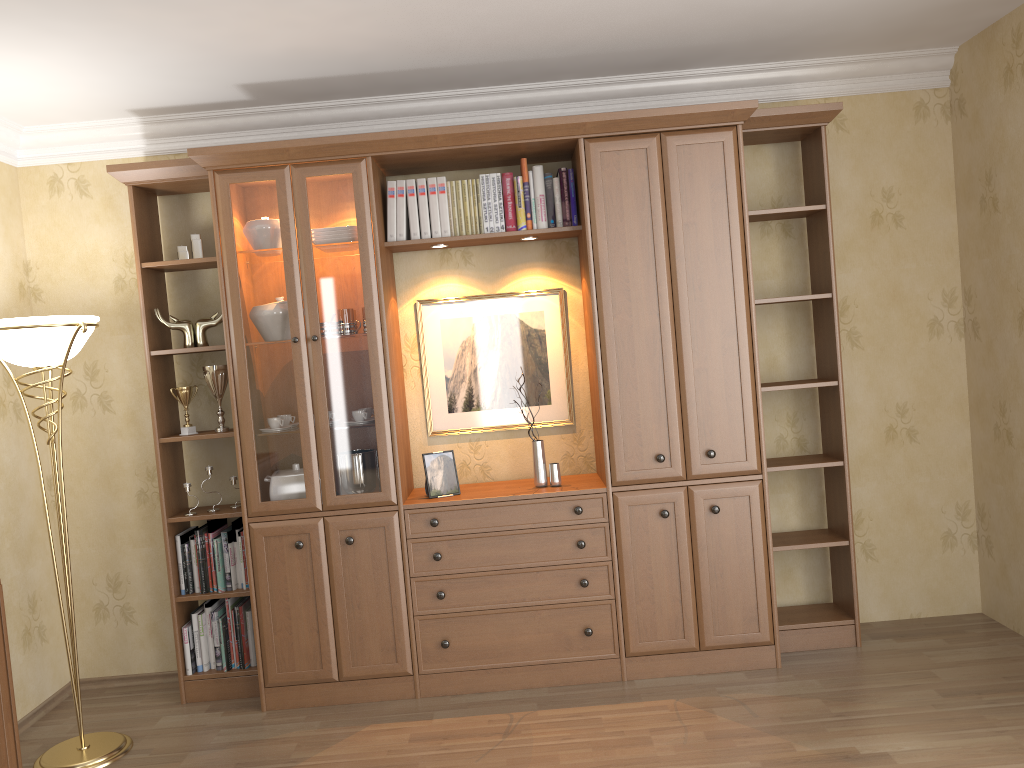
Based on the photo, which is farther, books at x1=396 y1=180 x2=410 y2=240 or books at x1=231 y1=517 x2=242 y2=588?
books at x1=231 y1=517 x2=242 y2=588

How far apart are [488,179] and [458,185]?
0.13m

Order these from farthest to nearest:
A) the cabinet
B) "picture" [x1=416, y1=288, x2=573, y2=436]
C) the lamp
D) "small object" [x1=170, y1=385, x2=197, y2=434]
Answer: "picture" [x1=416, y1=288, x2=573, y2=436], "small object" [x1=170, y1=385, x2=197, y2=434], the lamp, the cabinet

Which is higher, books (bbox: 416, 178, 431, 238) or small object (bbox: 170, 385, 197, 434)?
books (bbox: 416, 178, 431, 238)

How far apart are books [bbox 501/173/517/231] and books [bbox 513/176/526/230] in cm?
3

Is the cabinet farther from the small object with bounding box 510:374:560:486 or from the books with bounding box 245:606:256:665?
the small object with bounding box 510:374:560:486

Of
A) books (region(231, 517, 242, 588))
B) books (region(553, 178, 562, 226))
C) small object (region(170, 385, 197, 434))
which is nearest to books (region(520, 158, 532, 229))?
books (region(553, 178, 562, 226))

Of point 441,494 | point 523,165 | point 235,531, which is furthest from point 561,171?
point 235,531

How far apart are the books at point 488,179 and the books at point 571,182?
0.3 meters

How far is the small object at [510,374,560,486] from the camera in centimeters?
381cm
